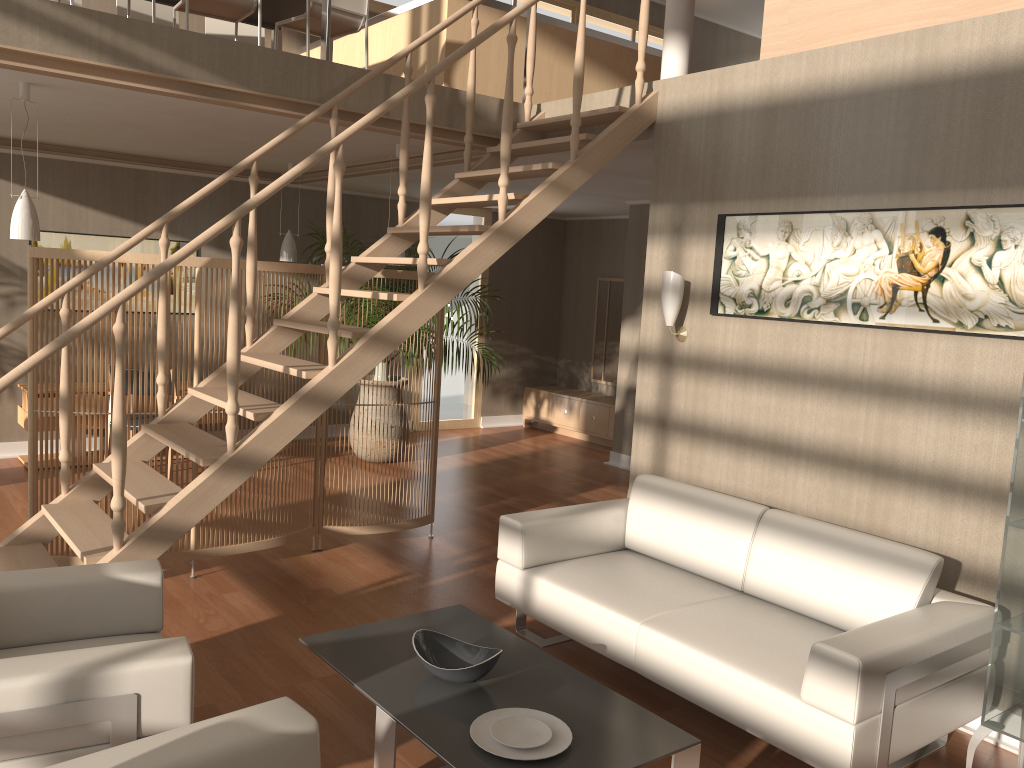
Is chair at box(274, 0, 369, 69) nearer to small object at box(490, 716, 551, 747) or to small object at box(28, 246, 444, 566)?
small object at box(28, 246, 444, 566)

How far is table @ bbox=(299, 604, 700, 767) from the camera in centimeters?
251cm

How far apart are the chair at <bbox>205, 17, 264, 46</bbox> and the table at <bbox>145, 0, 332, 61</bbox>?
0.2m

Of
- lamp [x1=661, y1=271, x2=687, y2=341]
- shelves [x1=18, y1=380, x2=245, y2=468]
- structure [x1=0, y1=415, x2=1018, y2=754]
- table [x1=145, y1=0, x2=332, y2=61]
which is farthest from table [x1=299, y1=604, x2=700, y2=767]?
shelves [x1=18, y1=380, x2=245, y2=468]

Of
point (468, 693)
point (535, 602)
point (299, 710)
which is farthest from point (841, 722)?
point (299, 710)

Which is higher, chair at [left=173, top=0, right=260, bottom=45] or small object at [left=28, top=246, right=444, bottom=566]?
chair at [left=173, top=0, right=260, bottom=45]

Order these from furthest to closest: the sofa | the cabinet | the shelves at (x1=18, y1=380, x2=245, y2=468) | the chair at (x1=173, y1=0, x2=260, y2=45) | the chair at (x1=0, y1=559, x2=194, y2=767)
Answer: the cabinet, the shelves at (x1=18, y1=380, x2=245, y2=468), the chair at (x1=173, y1=0, x2=260, y2=45), the sofa, the chair at (x1=0, y1=559, x2=194, y2=767)

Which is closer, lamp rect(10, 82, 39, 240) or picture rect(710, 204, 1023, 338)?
picture rect(710, 204, 1023, 338)

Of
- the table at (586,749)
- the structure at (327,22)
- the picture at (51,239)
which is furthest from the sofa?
the picture at (51,239)

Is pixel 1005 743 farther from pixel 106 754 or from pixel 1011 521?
pixel 106 754
